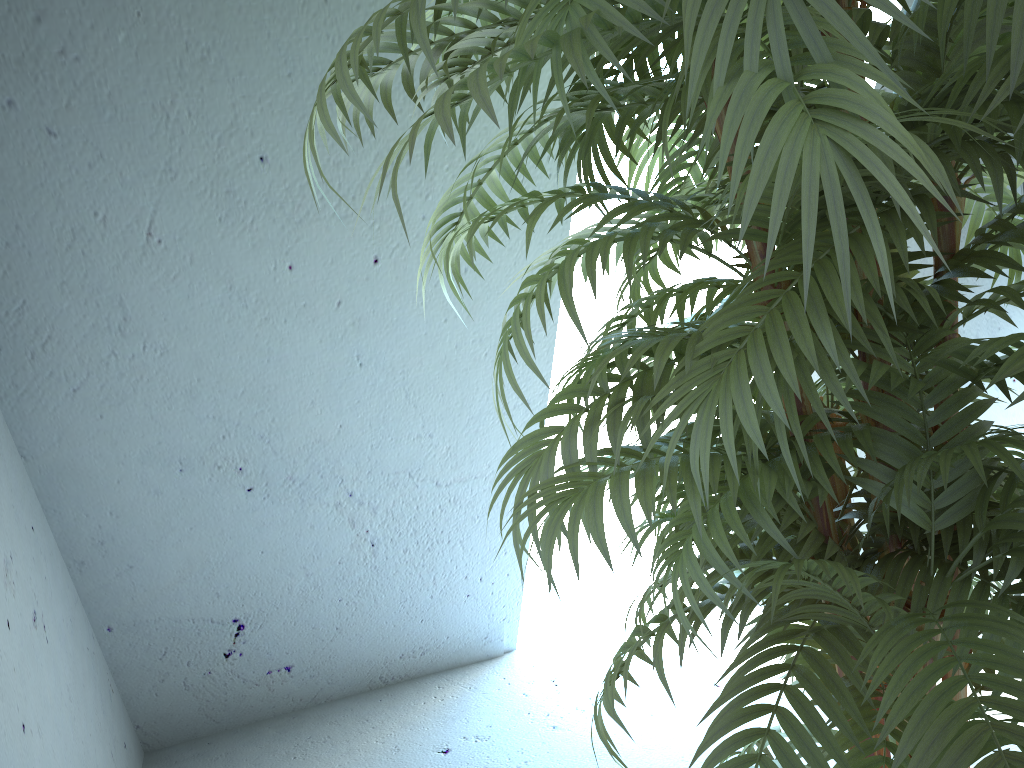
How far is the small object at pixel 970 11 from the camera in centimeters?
57cm

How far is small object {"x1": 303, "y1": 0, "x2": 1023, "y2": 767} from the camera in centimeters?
57cm

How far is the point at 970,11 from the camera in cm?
57

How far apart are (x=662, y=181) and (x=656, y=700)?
1.64m

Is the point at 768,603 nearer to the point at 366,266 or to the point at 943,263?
the point at 943,263
